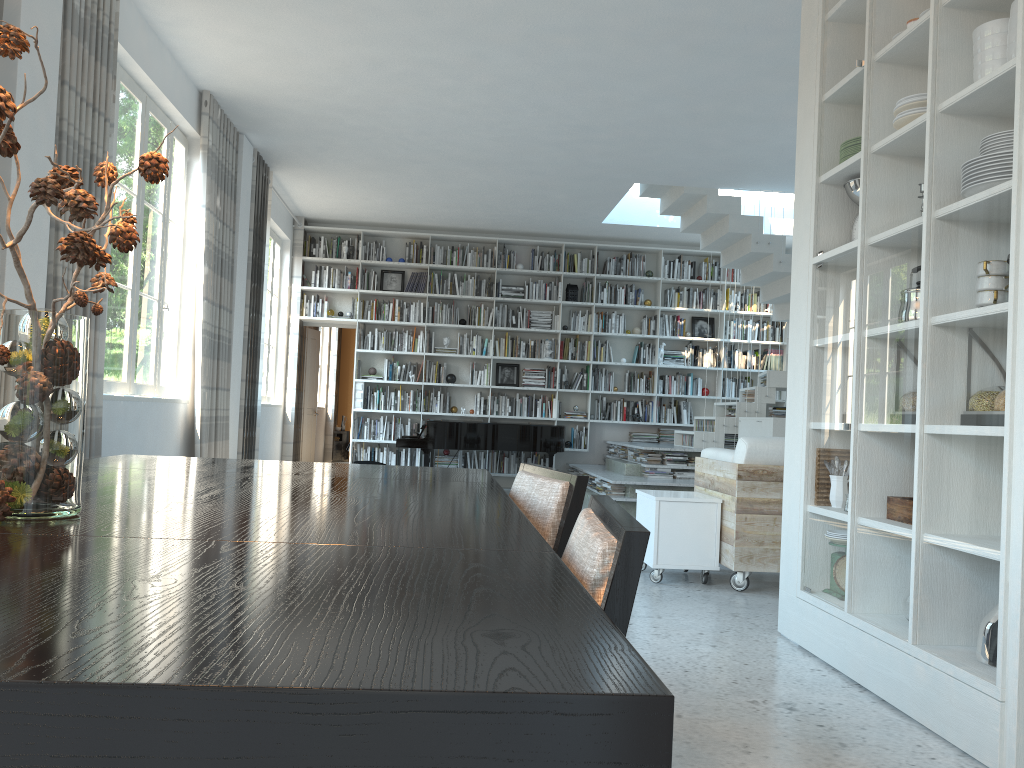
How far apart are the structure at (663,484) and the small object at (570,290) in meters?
2.2 m

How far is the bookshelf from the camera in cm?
1115

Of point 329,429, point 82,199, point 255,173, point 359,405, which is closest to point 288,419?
point 359,405

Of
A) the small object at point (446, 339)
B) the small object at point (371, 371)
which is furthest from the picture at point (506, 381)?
the small object at point (371, 371)

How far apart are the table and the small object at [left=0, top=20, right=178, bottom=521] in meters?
→ 0.0

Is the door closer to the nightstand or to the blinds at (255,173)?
the blinds at (255,173)

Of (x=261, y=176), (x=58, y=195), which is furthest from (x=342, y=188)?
(x=58, y=195)

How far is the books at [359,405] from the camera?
10.9m

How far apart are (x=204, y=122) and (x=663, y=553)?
4.6 meters

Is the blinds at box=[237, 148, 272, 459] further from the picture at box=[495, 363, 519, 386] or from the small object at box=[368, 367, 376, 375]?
A: the picture at box=[495, 363, 519, 386]
